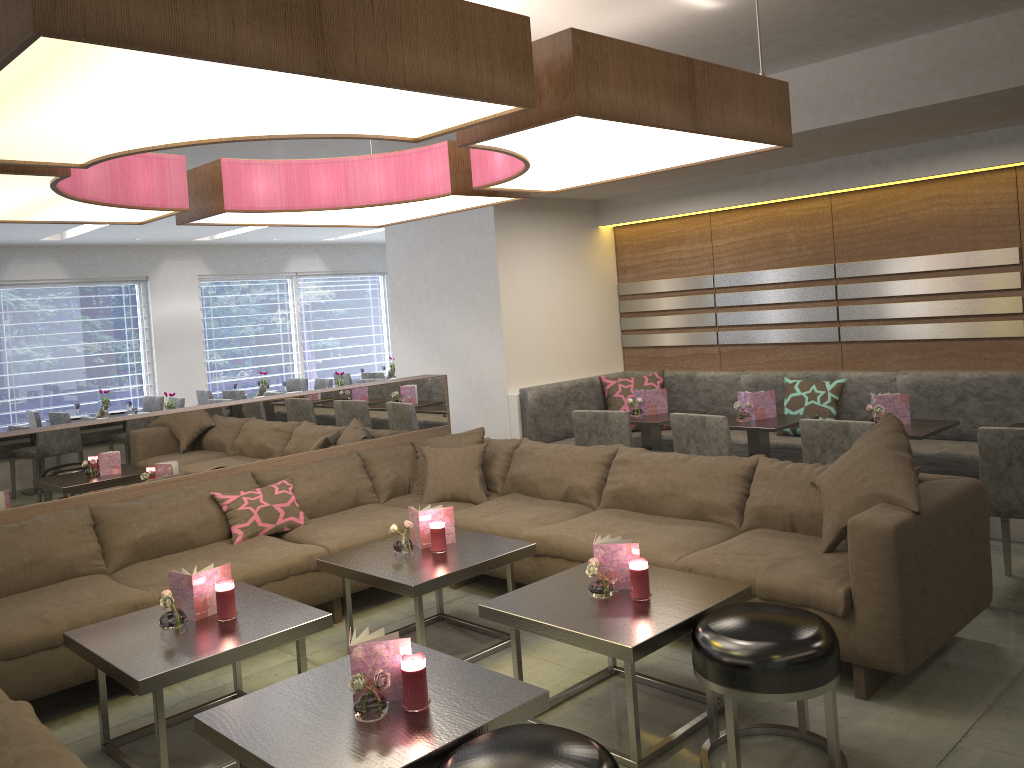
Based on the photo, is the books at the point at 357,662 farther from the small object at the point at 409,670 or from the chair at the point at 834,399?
the chair at the point at 834,399

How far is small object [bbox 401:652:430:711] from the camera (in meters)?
2.28

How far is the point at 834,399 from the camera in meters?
5.5

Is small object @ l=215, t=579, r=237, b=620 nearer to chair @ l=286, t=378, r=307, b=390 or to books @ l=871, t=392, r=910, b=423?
books @ l=871, t=392, r=910, b=423

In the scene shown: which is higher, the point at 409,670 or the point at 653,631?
the point at 409,670

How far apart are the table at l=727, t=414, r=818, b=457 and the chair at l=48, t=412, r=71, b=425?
6.0m

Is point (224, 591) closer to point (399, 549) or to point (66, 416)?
point (399, 549)

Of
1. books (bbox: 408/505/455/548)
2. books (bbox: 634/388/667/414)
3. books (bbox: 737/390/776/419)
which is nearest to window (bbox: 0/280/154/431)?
books (bbox: 634/388/667/414)

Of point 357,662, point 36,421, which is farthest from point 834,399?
point 36,421

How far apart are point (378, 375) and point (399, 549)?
6.83m
